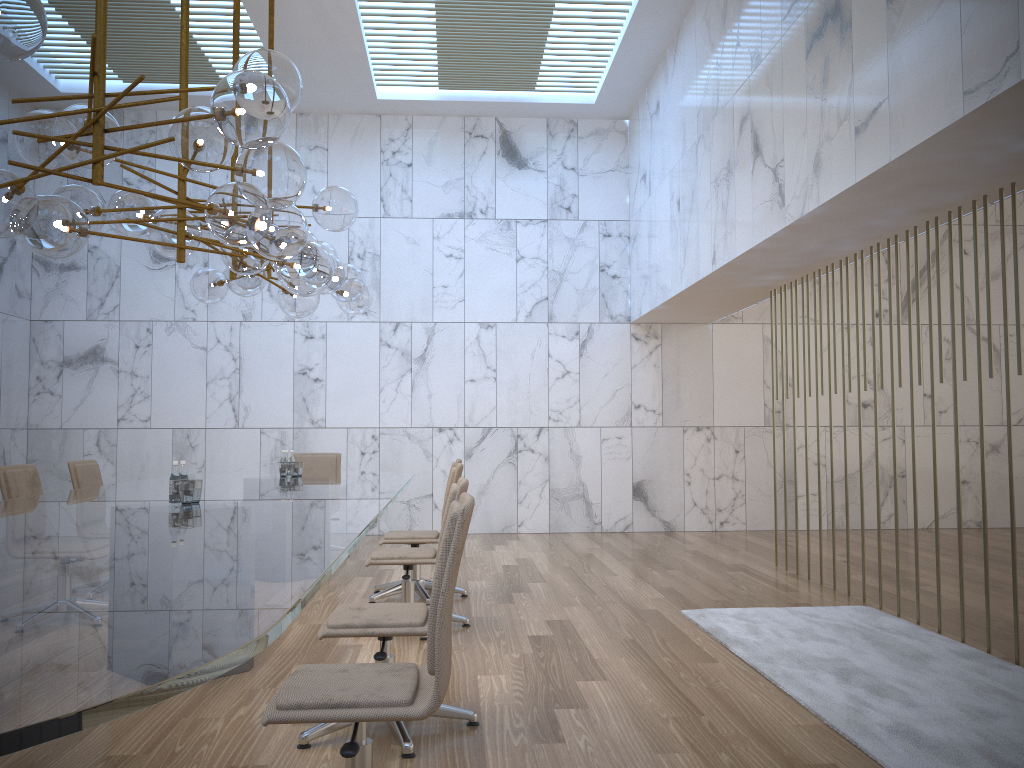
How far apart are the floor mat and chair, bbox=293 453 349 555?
4.2 meters

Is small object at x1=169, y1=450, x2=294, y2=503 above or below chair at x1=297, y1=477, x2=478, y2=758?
above

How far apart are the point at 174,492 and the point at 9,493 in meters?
1.7

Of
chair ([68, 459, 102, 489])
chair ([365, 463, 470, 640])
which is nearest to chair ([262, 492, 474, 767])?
chair ([365, 463, 470, 640])

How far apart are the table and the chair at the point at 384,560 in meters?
0.3

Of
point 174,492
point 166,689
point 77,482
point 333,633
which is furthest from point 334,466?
point 166,689

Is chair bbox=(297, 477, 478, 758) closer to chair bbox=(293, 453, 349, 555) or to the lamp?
the lamp

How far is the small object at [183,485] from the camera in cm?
440

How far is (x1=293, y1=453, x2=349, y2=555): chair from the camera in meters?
8.8

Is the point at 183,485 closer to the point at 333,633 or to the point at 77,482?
the point at 333,633
